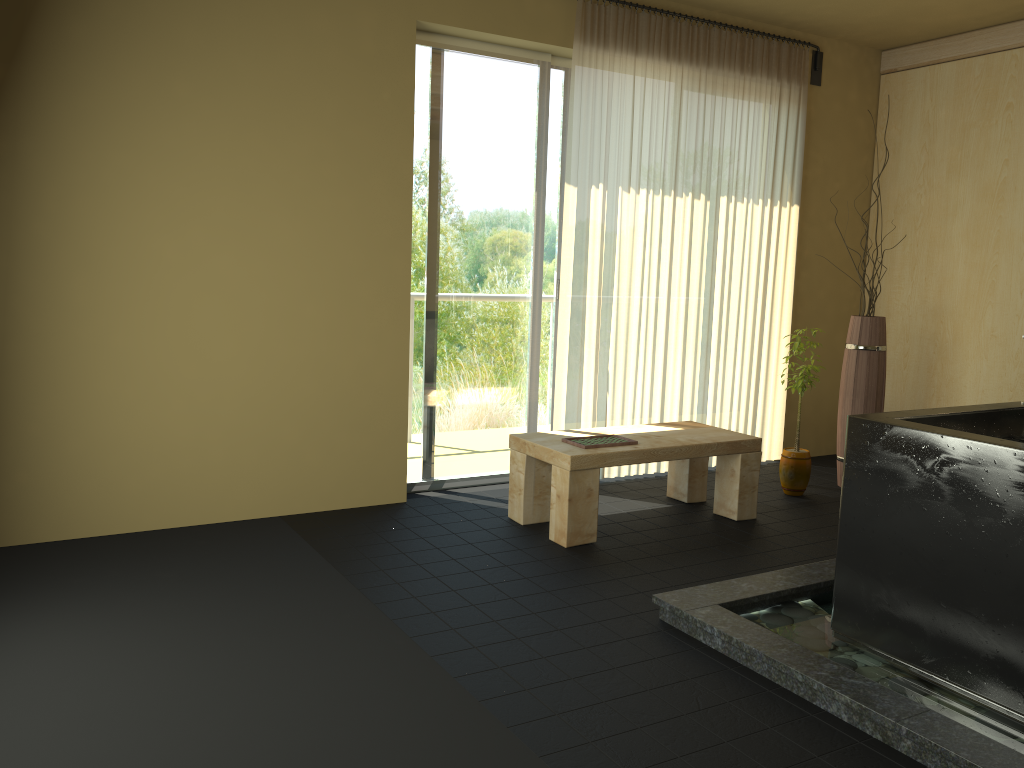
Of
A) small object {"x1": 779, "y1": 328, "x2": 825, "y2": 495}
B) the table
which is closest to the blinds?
the table

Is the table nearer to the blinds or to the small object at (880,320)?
the blinds

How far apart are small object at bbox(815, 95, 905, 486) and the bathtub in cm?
174

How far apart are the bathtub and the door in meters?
2.3

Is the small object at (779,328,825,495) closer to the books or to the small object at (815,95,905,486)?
the small object at (815,95,905,486)

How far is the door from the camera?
4.5 meters

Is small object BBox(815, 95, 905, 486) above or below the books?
above

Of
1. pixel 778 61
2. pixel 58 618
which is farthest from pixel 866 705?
pixel 778 61

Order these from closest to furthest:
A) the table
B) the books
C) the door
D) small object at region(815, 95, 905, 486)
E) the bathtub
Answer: the bathtub → the table → the books → the door → small object at region(815, 95, 905, 486)

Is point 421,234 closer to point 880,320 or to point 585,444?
point 585,444
